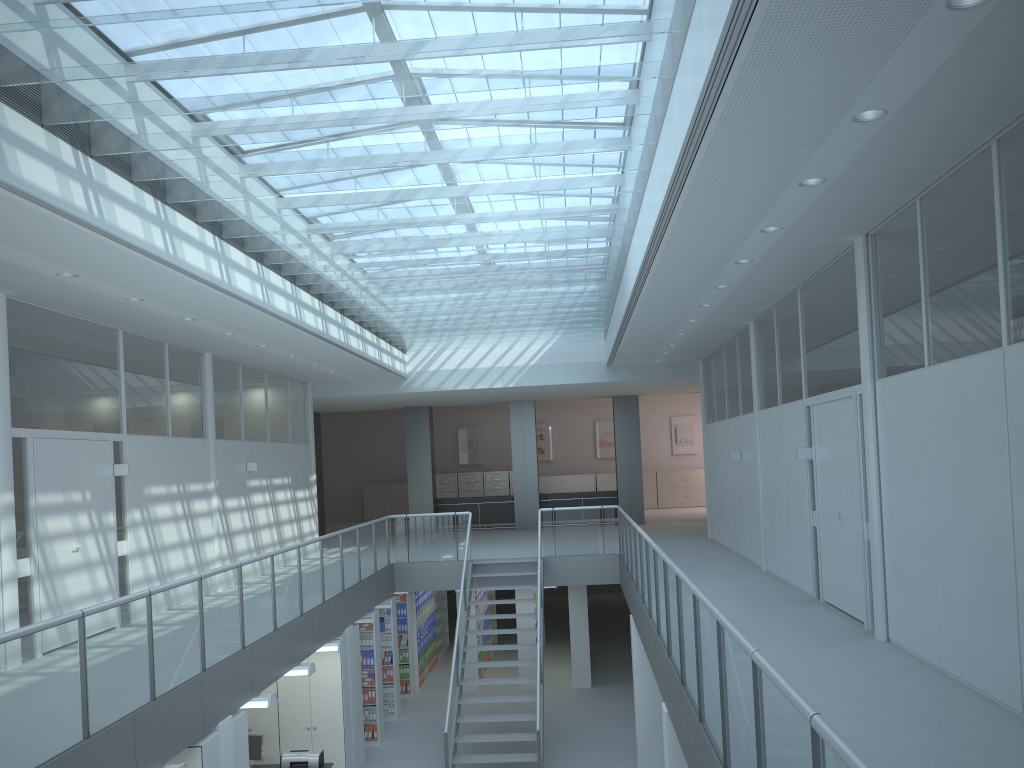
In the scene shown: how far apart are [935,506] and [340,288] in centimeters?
664cm

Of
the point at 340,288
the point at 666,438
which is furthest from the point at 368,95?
the point at 666,438

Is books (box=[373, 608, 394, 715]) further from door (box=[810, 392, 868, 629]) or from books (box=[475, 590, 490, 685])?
door (box=[810, 392, 868, 629])

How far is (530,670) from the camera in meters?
14.4 m

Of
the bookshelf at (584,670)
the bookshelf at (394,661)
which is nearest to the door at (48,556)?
the bookshelf at (394,661)

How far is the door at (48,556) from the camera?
7.6 meters

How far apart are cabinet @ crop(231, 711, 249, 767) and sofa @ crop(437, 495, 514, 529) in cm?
1256

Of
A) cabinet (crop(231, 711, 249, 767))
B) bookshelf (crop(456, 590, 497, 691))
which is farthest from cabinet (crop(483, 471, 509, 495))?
cabinet (crop(231, 711, 249, 767))

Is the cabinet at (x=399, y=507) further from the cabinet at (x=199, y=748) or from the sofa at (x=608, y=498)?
the cabinet at (x=199, y=748)

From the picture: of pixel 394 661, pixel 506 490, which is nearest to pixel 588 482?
pixel 506 490
